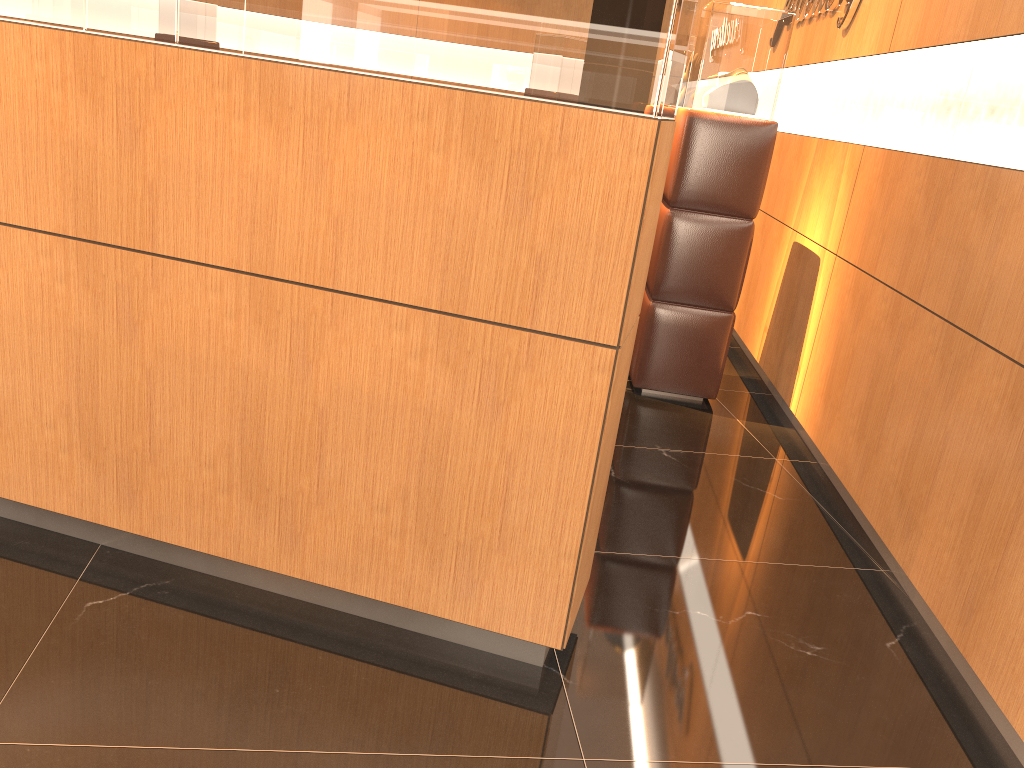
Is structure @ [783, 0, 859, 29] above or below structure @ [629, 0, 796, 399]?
above

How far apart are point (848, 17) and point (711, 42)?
0.8 meters

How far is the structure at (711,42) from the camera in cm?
428

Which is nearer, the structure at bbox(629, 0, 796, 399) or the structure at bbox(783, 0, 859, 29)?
the structure at bbox(629, 0, 796, 399)

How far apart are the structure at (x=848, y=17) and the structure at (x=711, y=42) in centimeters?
50cm

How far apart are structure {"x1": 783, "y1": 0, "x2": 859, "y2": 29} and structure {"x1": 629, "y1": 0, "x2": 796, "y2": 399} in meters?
0.5

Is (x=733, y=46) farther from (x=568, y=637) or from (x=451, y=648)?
(x=451, y=648)

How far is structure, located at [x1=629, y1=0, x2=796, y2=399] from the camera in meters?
4.3

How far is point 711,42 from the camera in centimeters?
428cm

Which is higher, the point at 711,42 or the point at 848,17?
the point at 848,17
